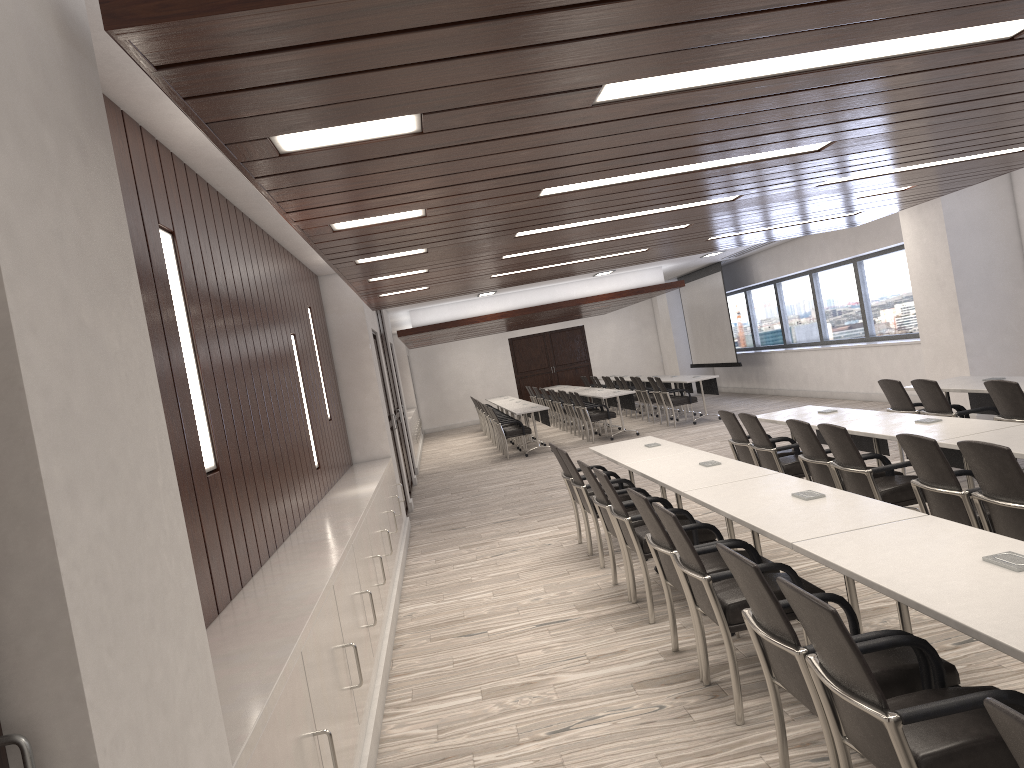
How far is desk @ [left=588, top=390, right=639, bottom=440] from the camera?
15.2m

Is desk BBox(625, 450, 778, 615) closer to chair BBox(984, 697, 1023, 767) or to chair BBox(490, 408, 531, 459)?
chair BBox(984, 697, 1023, 767)

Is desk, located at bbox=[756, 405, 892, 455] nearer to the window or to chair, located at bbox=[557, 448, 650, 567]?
chair, located at bbox=[557, 448, 650, 567]

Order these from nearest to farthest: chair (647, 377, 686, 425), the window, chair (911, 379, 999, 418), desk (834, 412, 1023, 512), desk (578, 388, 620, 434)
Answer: desk (834, 412, 1023, 512), chair (911, 379, 999, 418), the window, chair (647, 377, 686, 425), desk (578, 388, 620, 434)

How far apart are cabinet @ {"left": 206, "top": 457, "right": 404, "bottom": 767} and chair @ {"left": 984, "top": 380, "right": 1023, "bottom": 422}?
4.44m

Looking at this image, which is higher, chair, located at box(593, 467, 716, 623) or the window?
the window

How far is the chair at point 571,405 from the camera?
17.0 meters

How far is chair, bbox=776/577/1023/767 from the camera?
2.2m

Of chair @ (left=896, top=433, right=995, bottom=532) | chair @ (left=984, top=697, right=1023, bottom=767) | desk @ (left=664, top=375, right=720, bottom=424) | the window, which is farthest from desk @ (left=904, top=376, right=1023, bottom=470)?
desk @ (left=664, top=375, right=720, bottom=424)

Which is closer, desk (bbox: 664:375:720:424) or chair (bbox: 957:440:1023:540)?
chair (bbox: 957:440:1023:540)
